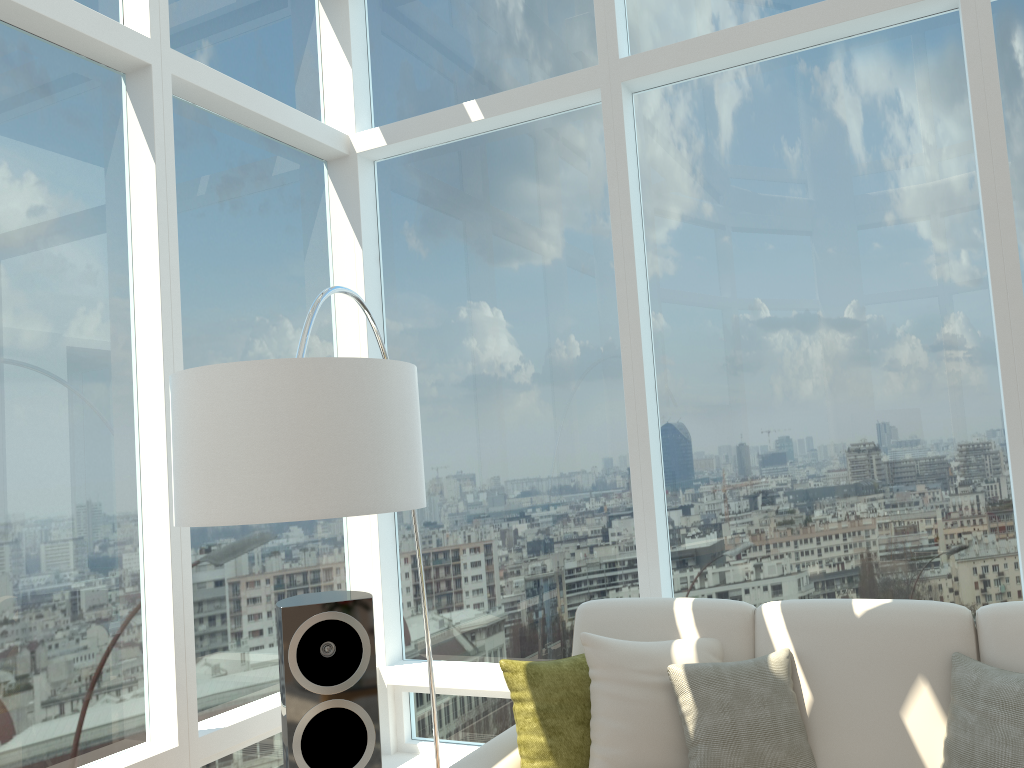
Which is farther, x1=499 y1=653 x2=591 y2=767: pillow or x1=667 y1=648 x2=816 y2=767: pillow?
x1=499 y1=653 x2=591 y2=767: pillow

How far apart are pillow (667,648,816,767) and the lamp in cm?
112

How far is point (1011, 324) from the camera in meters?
3.3 m

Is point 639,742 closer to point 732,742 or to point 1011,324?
point 732,742

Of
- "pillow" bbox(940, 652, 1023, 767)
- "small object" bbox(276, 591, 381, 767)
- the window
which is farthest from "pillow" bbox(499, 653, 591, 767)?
"pillow" bbox(940, 652, 1023, 767)

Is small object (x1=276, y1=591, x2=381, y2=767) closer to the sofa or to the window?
the sofa

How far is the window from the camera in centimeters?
326cm

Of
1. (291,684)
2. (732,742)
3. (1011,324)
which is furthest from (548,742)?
(1011,324)

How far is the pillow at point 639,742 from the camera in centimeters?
291cm

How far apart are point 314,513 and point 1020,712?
2.04m
